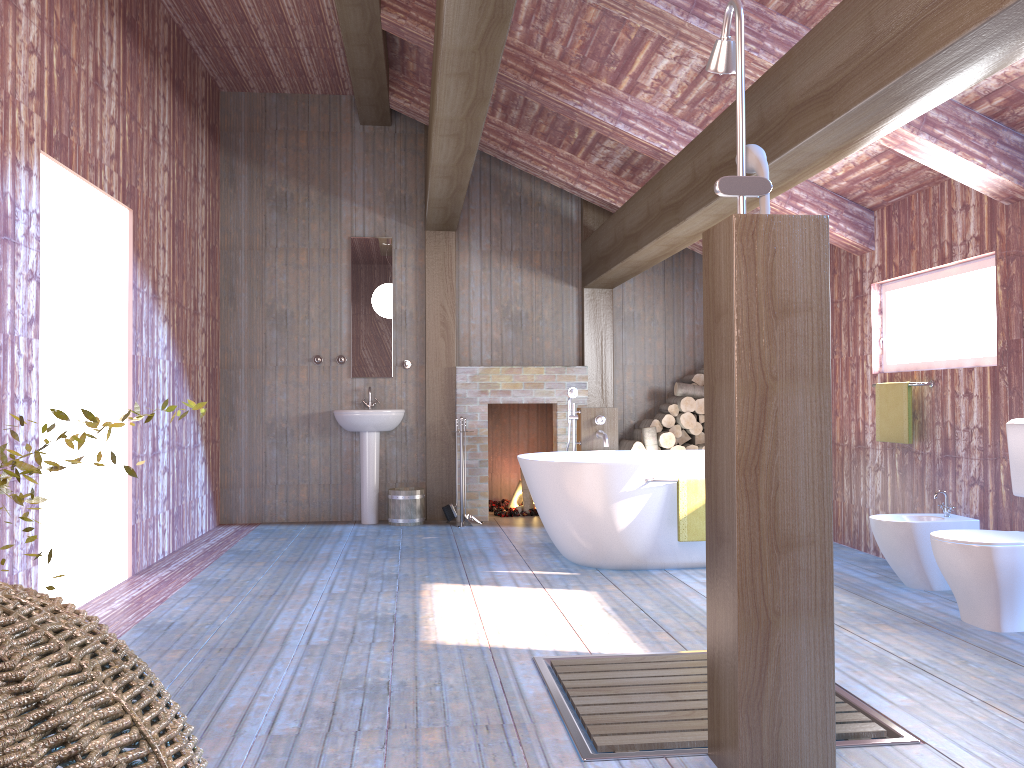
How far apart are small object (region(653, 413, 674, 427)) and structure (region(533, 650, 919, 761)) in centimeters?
401cm

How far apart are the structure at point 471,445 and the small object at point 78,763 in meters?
5.8

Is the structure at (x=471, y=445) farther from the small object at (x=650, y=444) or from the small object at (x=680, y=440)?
the small object at (x=680, y=440)

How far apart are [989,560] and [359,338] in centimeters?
516cm

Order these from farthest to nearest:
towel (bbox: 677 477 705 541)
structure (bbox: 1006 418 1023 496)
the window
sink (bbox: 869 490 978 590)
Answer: towel (bbox: 677 477 705 541) → the window → sink (bbox: 869 490 978 590) → structure (bbox: 1006 418 1023 496)

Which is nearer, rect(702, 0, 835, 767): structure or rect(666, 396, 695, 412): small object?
rect(702, 0, 835, 767): structure

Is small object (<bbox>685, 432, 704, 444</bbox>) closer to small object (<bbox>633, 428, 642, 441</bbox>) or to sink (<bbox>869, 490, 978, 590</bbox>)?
small object (<bbox>633, 428, 642, 441</bbox>)

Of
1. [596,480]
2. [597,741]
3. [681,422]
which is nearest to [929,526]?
[596,480]

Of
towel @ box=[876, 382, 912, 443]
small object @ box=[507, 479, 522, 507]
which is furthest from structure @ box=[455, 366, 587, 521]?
towel @ box=[876, 382, 912, 443]

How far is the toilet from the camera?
3.7 meters
